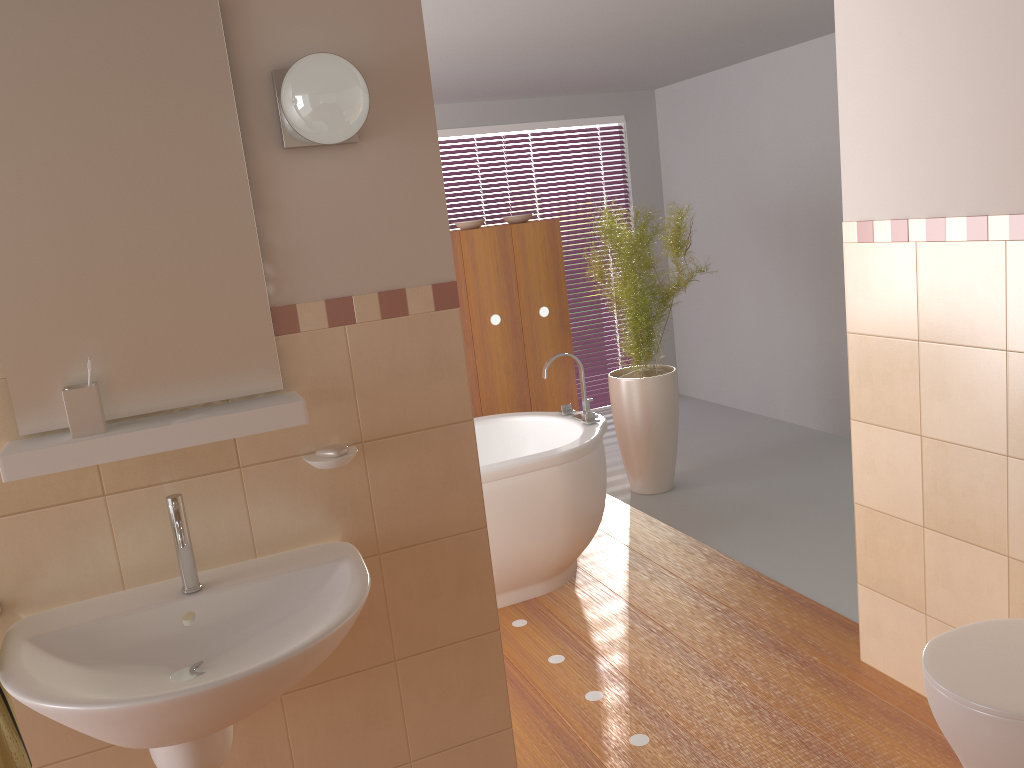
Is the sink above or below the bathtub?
above

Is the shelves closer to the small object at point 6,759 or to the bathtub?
the small object at point 6,759

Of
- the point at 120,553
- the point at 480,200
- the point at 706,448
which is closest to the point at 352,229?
the point at 120,553

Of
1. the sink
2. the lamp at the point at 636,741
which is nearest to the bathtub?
the lamp at the point at 636,741

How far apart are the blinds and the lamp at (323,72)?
4.7 meters

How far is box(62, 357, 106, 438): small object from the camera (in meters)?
1.66

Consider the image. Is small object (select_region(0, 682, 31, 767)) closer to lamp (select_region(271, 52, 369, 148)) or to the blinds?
lamp (select_region(271, 52, 369, 148))

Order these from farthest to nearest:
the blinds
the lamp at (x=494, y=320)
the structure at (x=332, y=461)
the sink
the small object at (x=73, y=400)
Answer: the blinds
the lamp at (x=494, y=320)
the structure at (x=332, y=461)
the small object at (x=73, y=400)
the sink

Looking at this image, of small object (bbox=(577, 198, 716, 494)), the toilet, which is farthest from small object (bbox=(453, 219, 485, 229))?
the toilet

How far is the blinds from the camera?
6.59m
